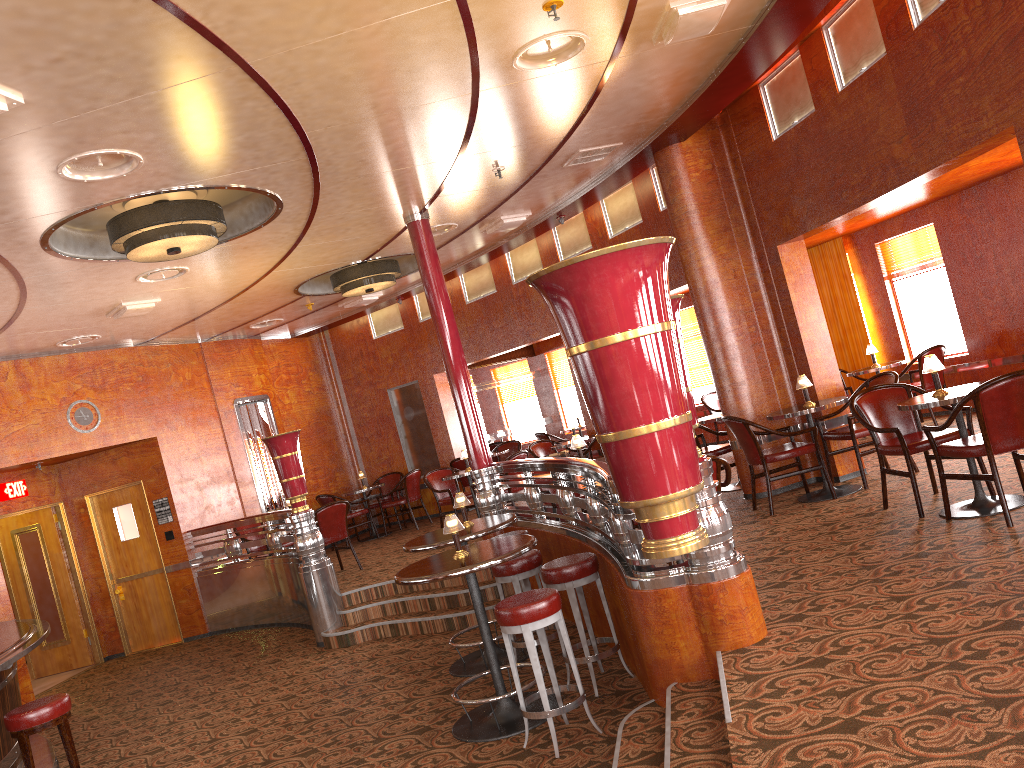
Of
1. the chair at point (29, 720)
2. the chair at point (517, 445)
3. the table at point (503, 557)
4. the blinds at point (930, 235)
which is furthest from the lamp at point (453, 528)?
the chair at point (517, 445)

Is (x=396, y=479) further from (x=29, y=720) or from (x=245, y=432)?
(x=29, y=720)

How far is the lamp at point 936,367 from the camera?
5.36m

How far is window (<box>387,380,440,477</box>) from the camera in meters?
13.3 m

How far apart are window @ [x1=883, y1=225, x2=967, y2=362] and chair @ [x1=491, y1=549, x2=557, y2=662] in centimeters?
610cm

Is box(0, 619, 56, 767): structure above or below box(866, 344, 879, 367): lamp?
below

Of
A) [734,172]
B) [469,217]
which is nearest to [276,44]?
[469,217]

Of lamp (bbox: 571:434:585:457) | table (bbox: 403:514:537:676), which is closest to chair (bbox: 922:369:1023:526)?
lamp (bbox: 571:434:585:457)

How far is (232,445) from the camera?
11.6m

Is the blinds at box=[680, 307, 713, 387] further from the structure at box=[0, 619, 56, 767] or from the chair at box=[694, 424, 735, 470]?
the structure at box=[0, 619, 56, 767]
